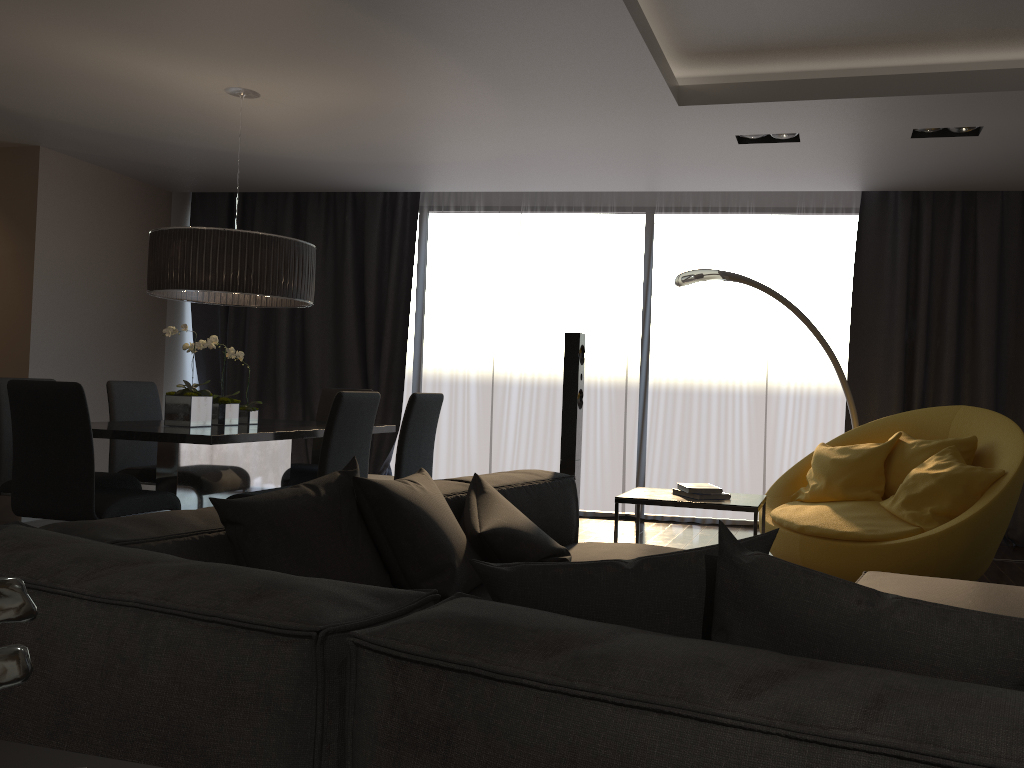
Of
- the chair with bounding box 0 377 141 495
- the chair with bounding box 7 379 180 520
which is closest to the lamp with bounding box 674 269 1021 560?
the chair with bounding box 7 379 180 520

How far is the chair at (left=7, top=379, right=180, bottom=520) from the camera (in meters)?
3.68

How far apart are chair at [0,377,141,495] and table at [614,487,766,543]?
2.6m

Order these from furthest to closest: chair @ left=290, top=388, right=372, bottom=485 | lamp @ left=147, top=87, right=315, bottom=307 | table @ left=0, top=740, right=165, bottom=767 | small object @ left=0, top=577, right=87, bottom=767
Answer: chair @ left=290, top=388, right=372, bottom=485
lamp @ left=147, top=87, right=315, bottom=307
table @ left=0, top=740, right=165, bottom=767
small object @ left=0, top=577, right=87, bottom=767

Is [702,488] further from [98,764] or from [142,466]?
[142,466]

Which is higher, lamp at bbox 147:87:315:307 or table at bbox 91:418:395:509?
lamp at bbox 147:87:315:307

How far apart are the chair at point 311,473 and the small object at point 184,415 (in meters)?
0.56

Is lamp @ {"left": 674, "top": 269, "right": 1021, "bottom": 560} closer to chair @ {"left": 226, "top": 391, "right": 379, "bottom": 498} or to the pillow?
chair @ {"left": 226, "top": 391, "right": 379, "bottom": 498}

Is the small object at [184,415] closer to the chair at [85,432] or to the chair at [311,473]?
the chair at [85,432]

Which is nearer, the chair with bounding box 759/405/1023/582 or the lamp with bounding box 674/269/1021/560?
the chair with bounding box 759/405/1023/582
